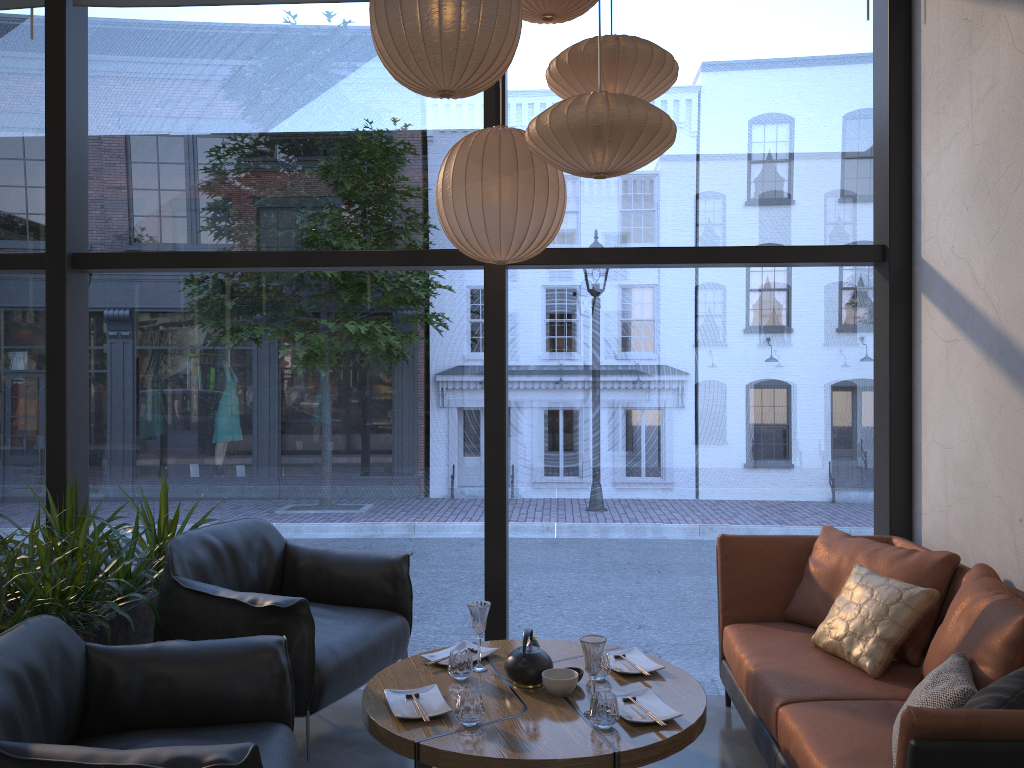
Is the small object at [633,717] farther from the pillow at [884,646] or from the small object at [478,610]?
the pillow at [884,646]

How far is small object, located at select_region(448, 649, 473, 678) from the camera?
2.9 meters

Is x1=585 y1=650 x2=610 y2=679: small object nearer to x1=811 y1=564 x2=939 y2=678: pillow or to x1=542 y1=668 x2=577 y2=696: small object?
x1=542 y1=668 x2=577 y2=696: small object

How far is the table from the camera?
2.4m

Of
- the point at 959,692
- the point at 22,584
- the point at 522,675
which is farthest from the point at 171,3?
the point at 959,692

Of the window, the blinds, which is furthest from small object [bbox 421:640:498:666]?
the blinds

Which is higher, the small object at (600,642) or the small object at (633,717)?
the small object at (600,642)

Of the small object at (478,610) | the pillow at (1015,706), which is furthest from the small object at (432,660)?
the pillow at (1015,706)

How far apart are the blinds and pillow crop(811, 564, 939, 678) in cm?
383

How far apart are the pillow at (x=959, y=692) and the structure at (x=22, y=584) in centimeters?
248cm
